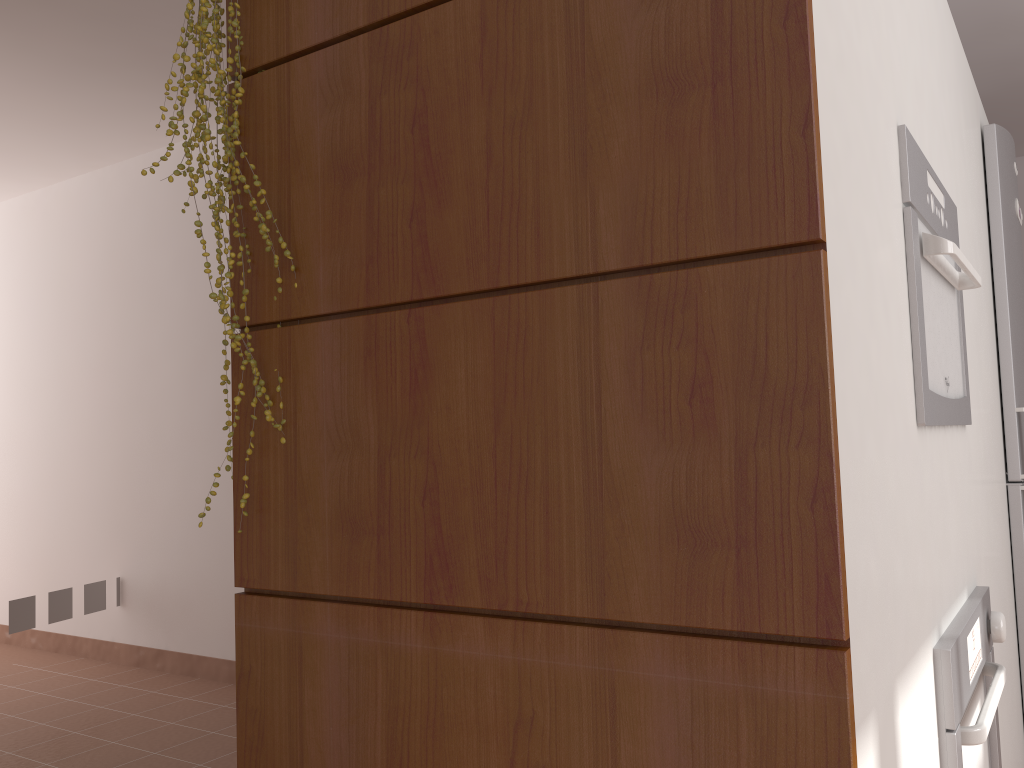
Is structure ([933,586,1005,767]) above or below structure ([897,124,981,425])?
below

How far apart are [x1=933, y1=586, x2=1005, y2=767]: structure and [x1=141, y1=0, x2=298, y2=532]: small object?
1.03m

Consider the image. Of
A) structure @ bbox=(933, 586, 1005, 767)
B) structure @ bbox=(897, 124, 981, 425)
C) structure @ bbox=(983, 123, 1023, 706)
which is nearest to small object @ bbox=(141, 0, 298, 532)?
structure @ bbox=(897, 124, 981, 425)

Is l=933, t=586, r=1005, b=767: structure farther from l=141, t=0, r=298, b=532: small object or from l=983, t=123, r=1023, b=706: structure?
l=141, t=0, r=298, b=532: small object

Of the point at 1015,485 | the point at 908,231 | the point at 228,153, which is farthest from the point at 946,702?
the point at 1015,485

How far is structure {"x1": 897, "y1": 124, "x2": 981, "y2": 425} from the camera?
1.33m

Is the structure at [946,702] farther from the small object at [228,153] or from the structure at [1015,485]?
the small object at [228,153]

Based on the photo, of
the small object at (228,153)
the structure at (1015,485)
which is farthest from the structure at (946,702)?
the small object at (228,153)

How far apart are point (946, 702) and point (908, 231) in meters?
0.7

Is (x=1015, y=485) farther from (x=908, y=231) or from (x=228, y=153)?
(x=228, y=153)
